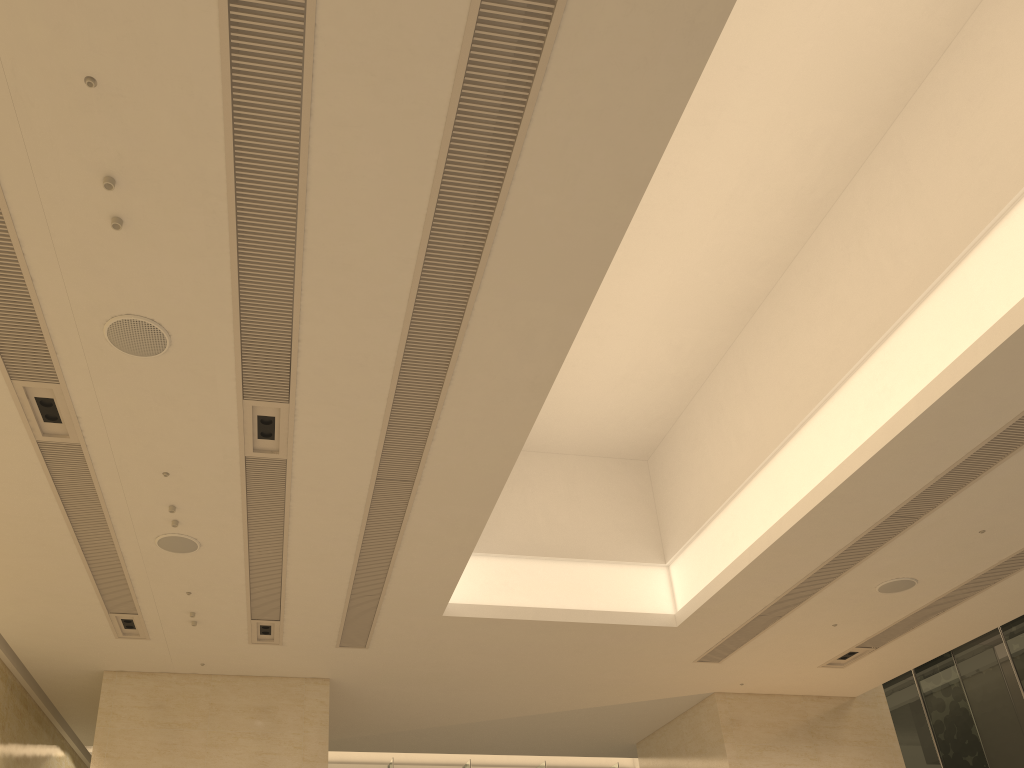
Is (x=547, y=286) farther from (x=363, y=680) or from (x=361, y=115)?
(x=363, y=680)

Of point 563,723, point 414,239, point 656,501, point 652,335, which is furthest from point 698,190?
point 563,723

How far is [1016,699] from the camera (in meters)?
14.32

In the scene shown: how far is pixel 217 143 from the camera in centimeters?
489cm

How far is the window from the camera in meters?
14.3

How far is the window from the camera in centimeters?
1432cm
